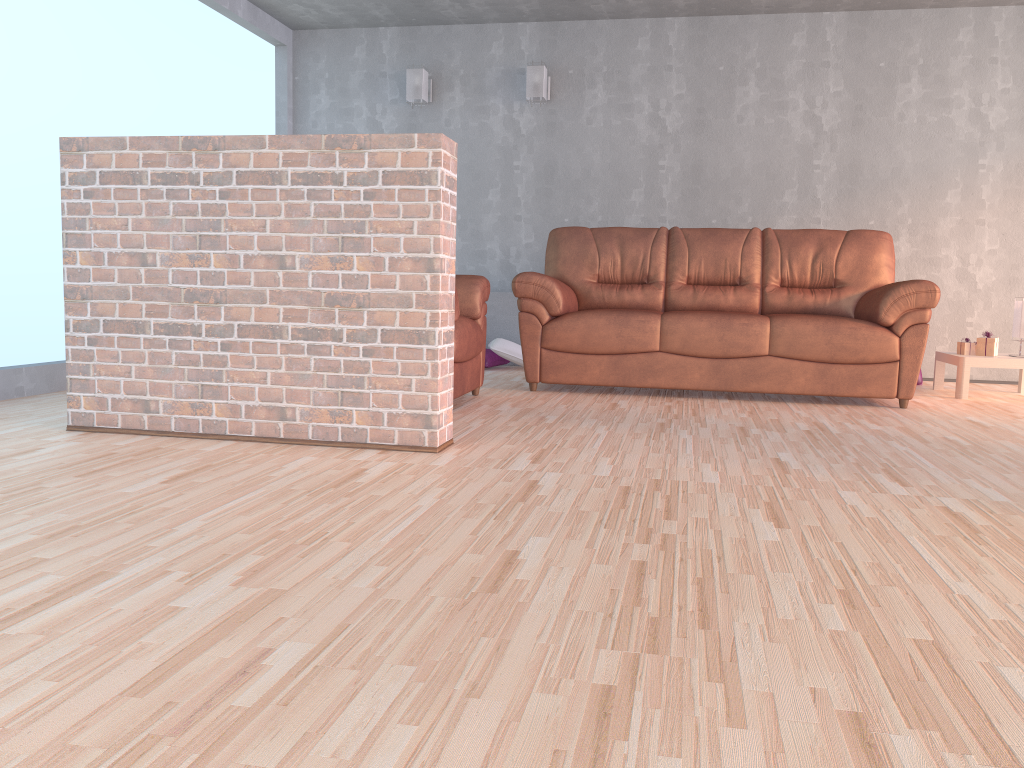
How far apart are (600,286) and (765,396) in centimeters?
119cm

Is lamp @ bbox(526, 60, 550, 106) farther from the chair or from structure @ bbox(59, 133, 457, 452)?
structure @ bbox(59, 133, 457, 452)

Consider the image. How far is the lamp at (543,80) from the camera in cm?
623

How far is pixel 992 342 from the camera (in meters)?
5.09

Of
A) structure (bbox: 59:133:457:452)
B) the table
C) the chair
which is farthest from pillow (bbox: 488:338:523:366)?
structure (bbox: 59:133:457:452)

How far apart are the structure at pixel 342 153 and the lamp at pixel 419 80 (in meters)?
3.58

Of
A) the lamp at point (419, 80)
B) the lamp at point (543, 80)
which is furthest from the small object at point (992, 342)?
the lamp at point (419, 80)

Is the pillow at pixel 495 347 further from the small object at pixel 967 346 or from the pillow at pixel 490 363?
the small object at pixel 967 346

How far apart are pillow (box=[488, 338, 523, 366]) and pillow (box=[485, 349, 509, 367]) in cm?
6

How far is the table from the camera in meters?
5.0 m
